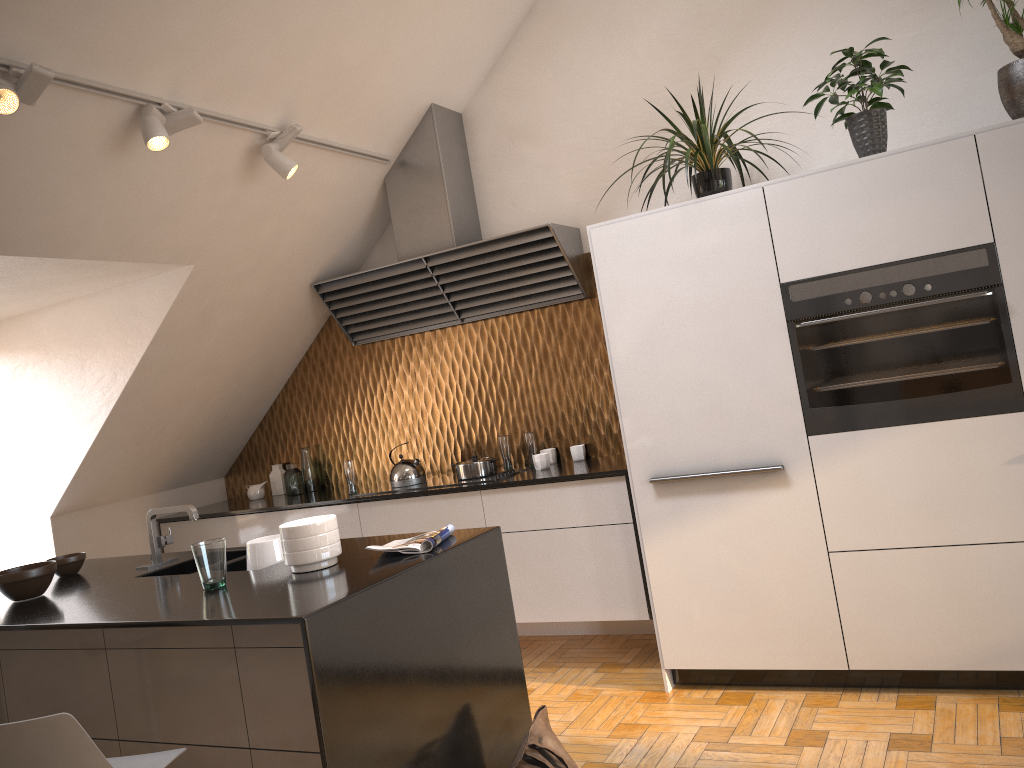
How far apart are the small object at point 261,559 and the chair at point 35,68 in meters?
1.5 m

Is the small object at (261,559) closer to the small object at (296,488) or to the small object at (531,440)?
the small object at (531,440)

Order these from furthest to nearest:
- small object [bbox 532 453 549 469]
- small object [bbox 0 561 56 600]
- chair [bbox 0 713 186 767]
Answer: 1. small object [bbox 532 453 549 469]
2. small object [bbox 0 561 56 600]
3. chair [bbox 0 713 186 767]

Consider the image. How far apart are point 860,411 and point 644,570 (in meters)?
1.21

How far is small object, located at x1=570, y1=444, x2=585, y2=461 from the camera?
4.6 meters

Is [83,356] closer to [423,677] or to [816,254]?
[423,677]

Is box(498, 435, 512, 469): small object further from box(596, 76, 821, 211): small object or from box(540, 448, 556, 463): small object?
box(596, 76, 821, 211): small object

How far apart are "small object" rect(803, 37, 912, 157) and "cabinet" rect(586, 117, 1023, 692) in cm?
A: 16

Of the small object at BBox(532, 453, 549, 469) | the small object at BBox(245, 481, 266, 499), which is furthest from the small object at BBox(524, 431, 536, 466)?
the small object at BBox(245, 481, 266, 499)

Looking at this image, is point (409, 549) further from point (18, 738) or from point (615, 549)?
point (615, 549)
